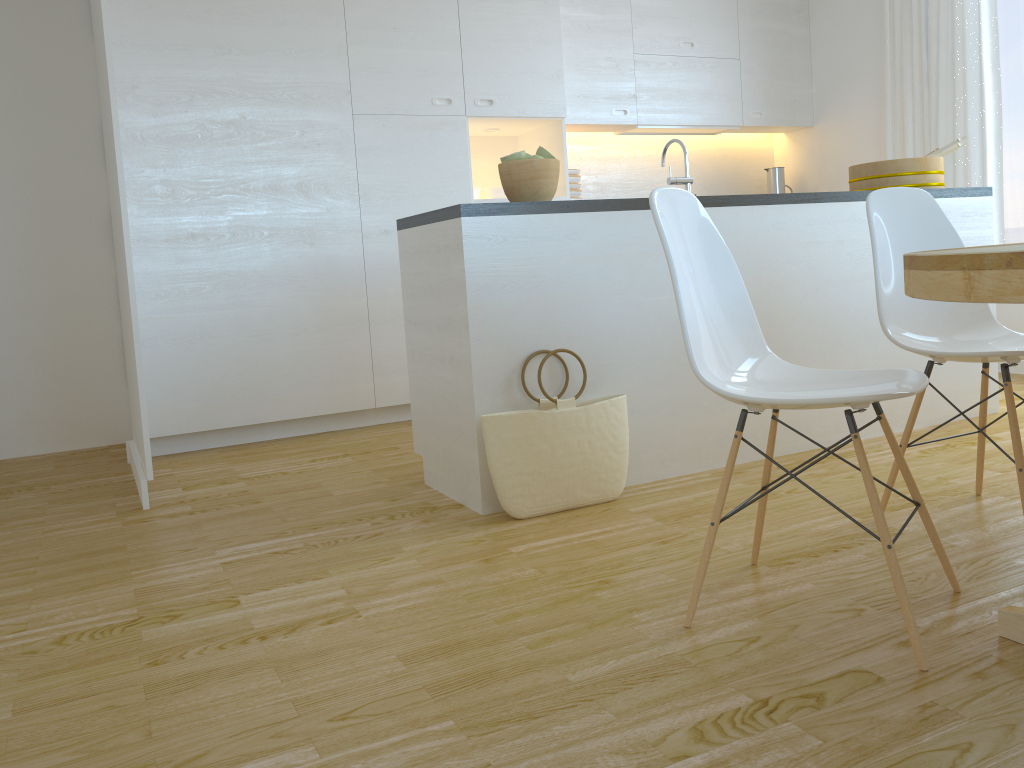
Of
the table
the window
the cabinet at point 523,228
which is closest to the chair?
the table

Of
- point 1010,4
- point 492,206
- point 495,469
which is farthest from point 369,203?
point 1010,4

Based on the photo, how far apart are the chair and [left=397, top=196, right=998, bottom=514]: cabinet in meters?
0.8 m

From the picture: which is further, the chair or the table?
the chair

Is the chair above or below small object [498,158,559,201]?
below

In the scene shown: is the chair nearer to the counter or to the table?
the table

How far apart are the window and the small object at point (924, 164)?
1.3 meters

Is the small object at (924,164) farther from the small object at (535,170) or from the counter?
the small object at (535,170)

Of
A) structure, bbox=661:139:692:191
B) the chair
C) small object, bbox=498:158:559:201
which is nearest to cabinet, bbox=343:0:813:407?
small object, bbox=498:158:559:201

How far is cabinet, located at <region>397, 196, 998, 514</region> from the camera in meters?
2.7
